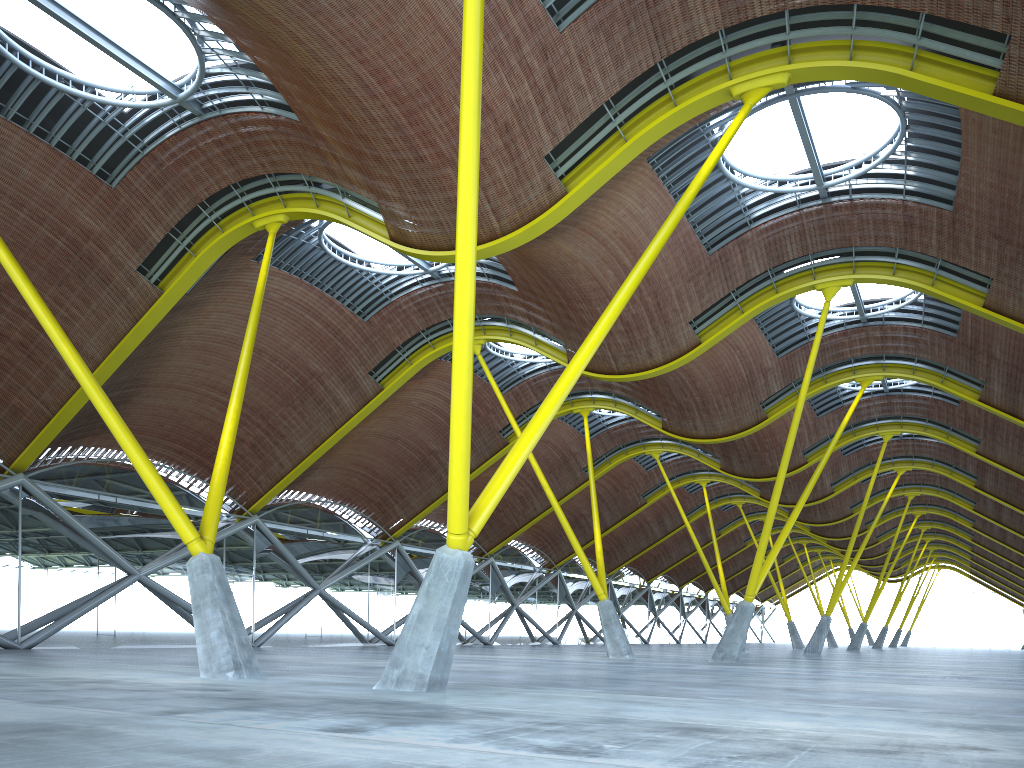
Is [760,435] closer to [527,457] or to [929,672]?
[929,672]

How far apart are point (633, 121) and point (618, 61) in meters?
1.6 m
